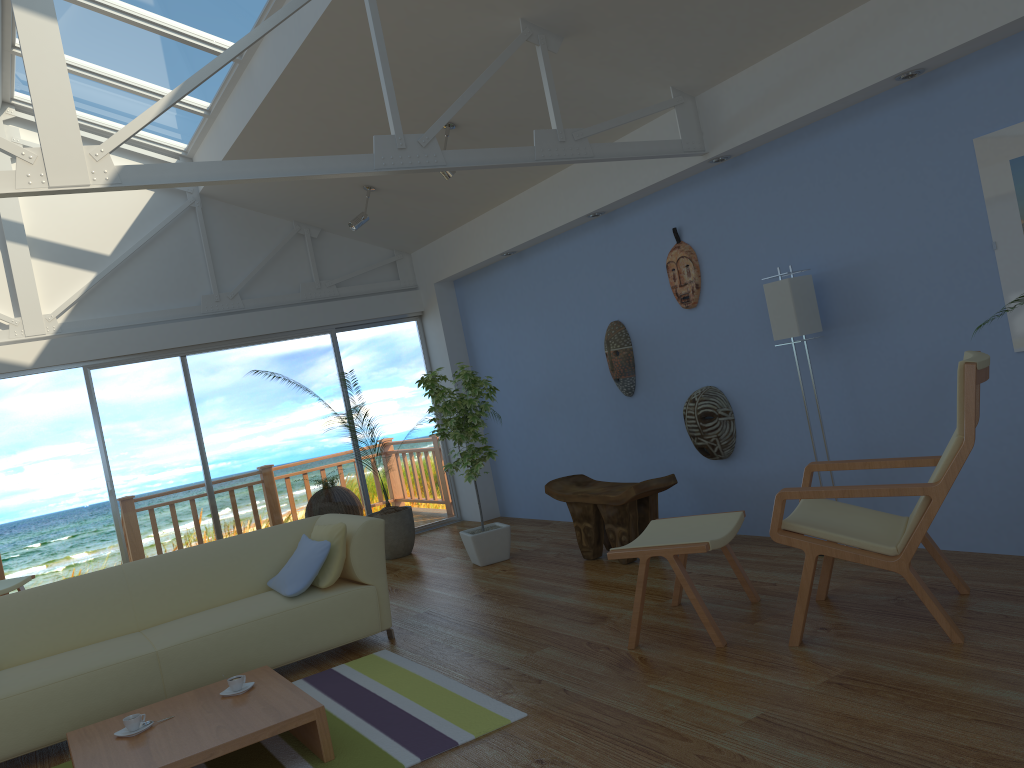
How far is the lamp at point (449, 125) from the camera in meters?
5.6

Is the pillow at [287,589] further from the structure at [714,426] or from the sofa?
the structure at [714,426]

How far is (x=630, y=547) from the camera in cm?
377

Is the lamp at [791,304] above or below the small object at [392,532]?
above

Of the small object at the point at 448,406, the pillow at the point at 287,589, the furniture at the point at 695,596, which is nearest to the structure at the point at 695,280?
the small object at the point at 448,406

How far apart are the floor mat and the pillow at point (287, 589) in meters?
0.4

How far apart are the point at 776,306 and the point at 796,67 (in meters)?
1.17

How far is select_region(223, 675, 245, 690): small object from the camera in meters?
3.5

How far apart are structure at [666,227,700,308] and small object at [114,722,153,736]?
3.7 meters

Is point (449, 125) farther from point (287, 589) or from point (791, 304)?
point (287, 589)
